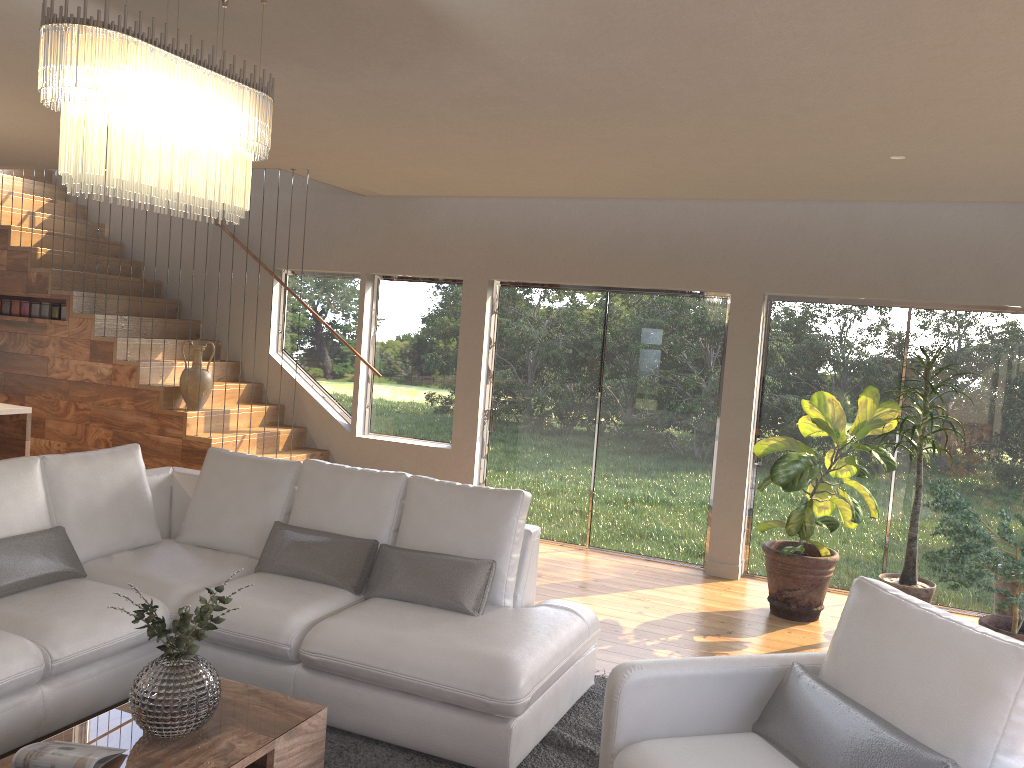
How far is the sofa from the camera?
3.4 meters

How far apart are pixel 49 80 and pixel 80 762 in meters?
1.9 m

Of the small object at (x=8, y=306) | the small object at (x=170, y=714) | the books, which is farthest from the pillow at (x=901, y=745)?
the small object at (x=8, y=306)

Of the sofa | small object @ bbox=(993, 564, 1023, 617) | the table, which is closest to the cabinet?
the sofa

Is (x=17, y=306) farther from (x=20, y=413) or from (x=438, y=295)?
(x=438, y=295)

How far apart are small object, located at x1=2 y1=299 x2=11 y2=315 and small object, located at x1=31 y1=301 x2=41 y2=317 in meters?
0.3 m

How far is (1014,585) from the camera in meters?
5.3

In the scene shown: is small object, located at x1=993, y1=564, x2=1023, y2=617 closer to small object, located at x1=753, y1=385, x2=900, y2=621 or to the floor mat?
small object, located at x1=753, y1=385, x2=900, y2=621

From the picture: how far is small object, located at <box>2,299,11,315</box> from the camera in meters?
7.8 m

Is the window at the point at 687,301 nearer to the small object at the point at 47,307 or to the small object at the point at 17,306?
the small object at the point at 47,307
